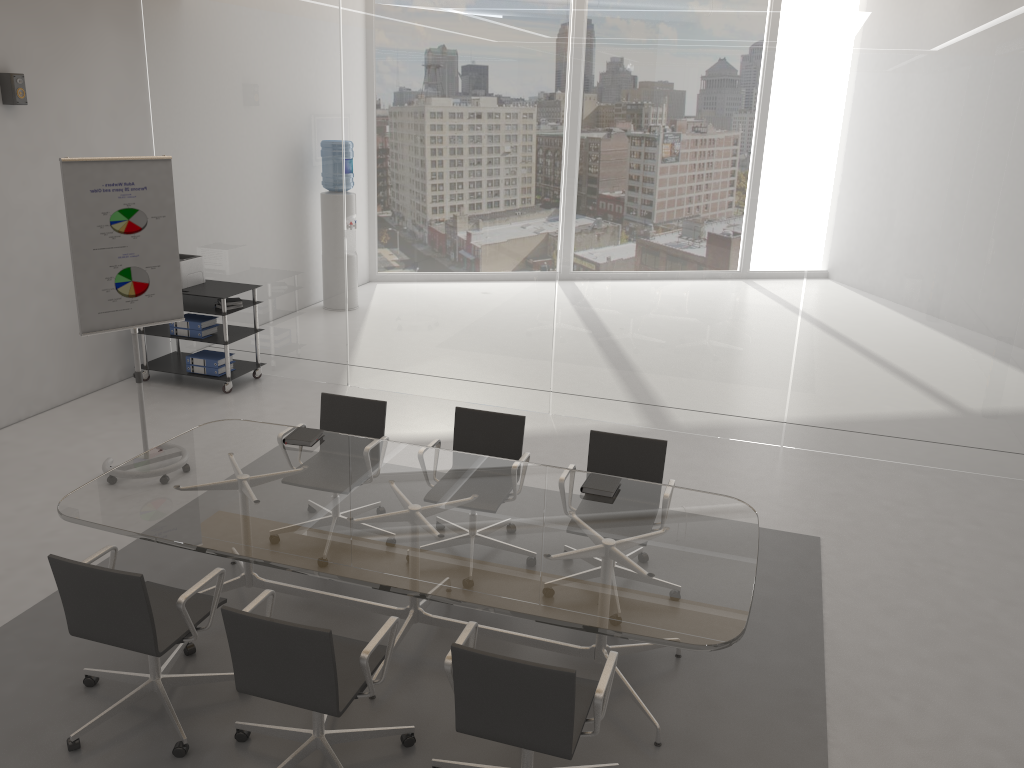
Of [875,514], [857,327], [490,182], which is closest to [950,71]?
[857,327]

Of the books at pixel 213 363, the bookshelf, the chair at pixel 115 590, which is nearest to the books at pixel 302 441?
the chair at pixel 115 590

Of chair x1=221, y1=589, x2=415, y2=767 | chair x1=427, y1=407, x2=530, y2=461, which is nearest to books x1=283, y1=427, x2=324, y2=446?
chair x1=427, y1=407, x2=530, y2=461

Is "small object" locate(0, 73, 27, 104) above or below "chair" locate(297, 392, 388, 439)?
above

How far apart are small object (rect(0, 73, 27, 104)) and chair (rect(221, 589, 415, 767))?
4.8 meters

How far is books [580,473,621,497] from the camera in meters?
4.2 m

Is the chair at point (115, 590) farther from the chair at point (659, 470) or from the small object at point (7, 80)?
the small object at point (7, 80)

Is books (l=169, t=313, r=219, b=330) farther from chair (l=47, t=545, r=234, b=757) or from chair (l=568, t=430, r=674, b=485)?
chair (l=568, t=430, r=674, b=485)

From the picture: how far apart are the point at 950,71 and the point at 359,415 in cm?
447

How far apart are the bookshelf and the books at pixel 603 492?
4.2m
